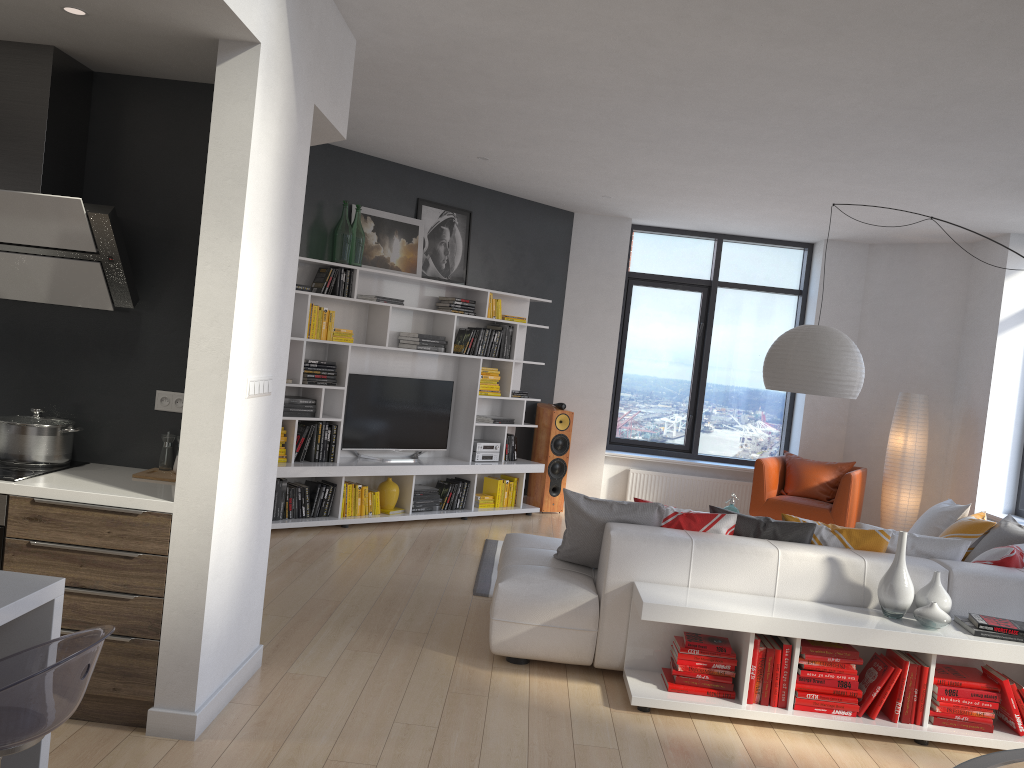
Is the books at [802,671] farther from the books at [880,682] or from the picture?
the picture

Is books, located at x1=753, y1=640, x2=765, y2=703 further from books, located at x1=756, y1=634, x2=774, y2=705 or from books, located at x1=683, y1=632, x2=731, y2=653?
books, located at x1=683, y1=632, x2=731, y2=653

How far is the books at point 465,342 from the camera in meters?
7.9 m

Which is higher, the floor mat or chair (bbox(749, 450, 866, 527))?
chair (bbox(749, 450, 866, 527))

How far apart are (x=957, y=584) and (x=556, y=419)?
4.7 meters

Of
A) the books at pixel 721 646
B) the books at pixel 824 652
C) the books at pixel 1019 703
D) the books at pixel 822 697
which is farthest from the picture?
the books at pixel 1019 703

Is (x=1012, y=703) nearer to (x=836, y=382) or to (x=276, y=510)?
(x=836, y=382)

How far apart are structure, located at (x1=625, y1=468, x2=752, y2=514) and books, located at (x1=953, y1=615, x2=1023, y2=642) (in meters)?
5.00

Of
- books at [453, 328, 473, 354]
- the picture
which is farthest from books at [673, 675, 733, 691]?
the picture

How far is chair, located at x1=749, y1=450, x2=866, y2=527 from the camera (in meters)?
7.77
